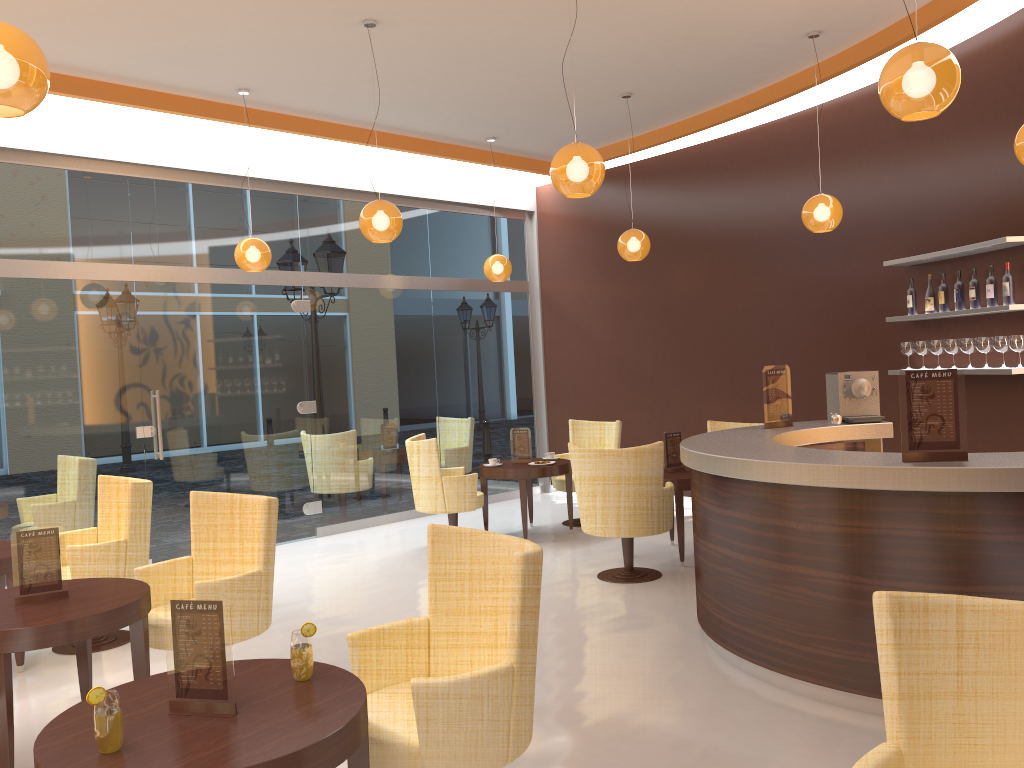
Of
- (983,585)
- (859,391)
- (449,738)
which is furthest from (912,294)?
(449,738)

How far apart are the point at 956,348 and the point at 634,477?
2.60m

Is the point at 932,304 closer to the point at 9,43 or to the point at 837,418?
the point at 837,418

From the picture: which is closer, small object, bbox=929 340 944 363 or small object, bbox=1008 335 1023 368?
small object, bbox=1008 335 1023 368

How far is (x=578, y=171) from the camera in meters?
4.7

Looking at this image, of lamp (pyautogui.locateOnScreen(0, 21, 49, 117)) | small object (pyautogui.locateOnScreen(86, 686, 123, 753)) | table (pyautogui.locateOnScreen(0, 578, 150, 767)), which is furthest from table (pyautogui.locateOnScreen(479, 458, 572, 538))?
small object (pyautogui.locateOnScreen(86, 686, 123, 753))

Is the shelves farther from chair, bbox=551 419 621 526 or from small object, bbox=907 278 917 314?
chair, bbox=551 419 621 526

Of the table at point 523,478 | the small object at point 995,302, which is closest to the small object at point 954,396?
the small object at point 995,302

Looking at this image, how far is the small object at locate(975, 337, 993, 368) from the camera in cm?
620

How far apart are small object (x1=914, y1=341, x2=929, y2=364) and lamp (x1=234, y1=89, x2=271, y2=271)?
5.2 meters
